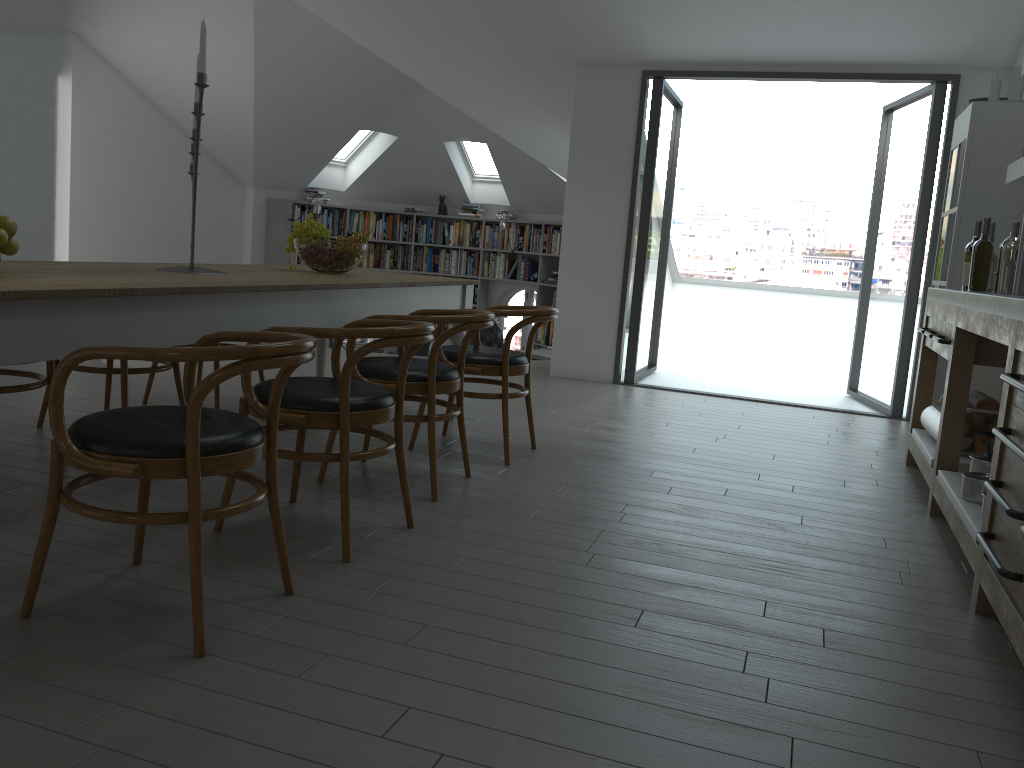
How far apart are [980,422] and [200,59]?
3.6 meters

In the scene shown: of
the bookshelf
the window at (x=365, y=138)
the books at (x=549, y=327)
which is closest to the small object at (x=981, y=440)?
the books at (x=549, y=327)

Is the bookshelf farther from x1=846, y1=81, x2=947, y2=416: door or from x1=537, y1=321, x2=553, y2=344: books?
x1=846, y1=81, x2=947, y2=416: door

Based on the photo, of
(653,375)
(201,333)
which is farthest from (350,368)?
(653,375)

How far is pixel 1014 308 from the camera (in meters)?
2.66

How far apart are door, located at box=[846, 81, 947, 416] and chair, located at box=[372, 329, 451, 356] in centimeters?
468cm

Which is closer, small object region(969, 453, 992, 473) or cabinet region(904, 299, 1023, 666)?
cabinet region(904, 299, 1023, 666)

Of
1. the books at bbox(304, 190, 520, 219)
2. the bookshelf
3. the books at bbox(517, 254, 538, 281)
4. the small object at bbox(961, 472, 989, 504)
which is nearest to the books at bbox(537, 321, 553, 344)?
the bookshelf

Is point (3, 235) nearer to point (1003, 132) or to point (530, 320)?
point (530, 320)

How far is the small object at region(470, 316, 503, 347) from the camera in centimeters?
818cm
